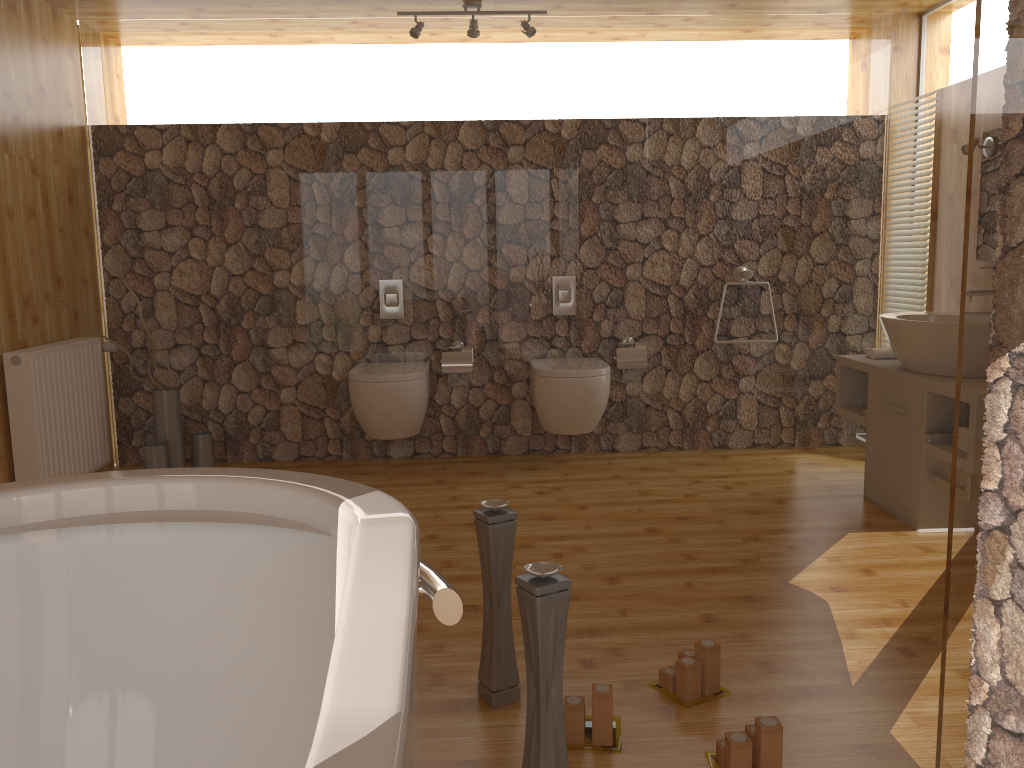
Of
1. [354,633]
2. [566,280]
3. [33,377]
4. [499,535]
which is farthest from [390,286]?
[354,633]

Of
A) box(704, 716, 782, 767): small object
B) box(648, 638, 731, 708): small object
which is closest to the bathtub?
box(704, 716, 782, 767): small object

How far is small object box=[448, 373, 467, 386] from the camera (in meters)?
4.44

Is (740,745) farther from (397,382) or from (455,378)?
(455,378)

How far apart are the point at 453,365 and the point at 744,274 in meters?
1.5

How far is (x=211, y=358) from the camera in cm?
452

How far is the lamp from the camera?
4.1m

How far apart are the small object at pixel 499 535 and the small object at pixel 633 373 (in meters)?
2.50

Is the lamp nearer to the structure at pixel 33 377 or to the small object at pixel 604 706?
the structure at pixel 33 377

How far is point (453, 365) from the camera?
4.4 meters
